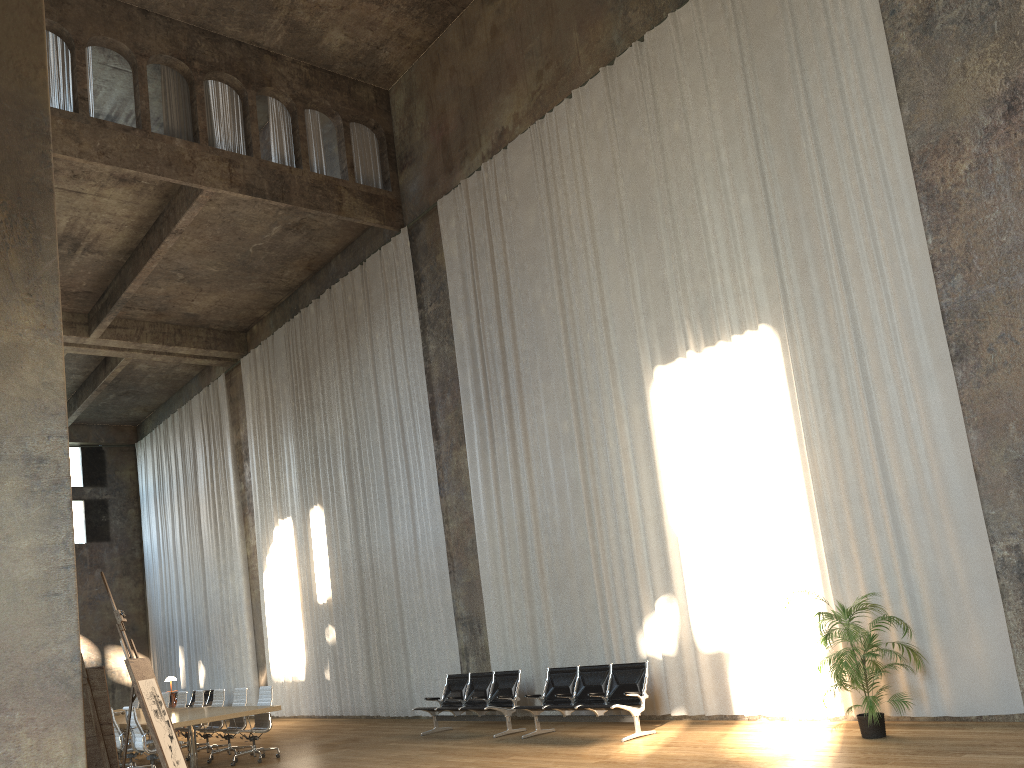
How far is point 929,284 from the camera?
8.7m

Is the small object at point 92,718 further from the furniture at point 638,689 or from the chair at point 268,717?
the chair at point 268,717

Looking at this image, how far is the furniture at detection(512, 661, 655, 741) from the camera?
10.0 meters

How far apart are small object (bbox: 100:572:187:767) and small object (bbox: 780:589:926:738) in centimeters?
547cm

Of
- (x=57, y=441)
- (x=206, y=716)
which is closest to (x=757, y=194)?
(x=57, y=441)

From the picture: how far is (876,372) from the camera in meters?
9.0 m

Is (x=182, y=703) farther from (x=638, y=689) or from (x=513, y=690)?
(x=638, y=689)

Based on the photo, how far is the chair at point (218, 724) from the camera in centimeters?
1351cm

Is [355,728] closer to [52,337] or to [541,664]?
[541,664]

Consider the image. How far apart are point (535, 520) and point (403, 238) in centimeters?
616cm
